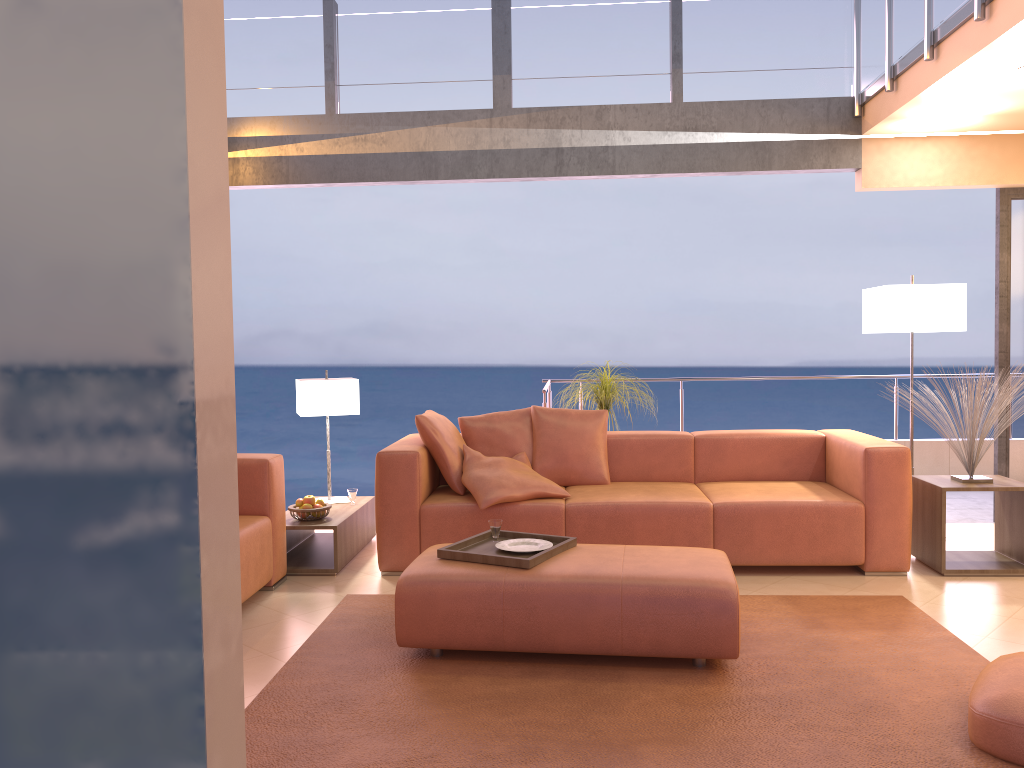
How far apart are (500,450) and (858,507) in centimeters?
195cm

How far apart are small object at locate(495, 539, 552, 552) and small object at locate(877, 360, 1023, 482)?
2.4m

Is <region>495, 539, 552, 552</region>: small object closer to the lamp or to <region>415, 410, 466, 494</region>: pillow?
<region>415, 410, 466, 494</region>: pillow

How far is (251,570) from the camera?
4.1 meters

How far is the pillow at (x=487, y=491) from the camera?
4.55m

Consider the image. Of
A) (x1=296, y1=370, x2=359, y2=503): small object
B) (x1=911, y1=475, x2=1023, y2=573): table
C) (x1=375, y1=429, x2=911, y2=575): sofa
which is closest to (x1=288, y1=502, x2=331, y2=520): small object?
(x1=375, y1=429, x2=911, y2=575): sofa

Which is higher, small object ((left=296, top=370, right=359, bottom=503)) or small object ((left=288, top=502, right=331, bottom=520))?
small object ((left=296, top=370, right=359, bottom=503))

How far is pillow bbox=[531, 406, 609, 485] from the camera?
5.1m

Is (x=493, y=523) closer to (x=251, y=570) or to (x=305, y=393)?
(x=251, y=570)

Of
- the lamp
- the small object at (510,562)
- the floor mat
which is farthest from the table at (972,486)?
the small object at (510,562)
